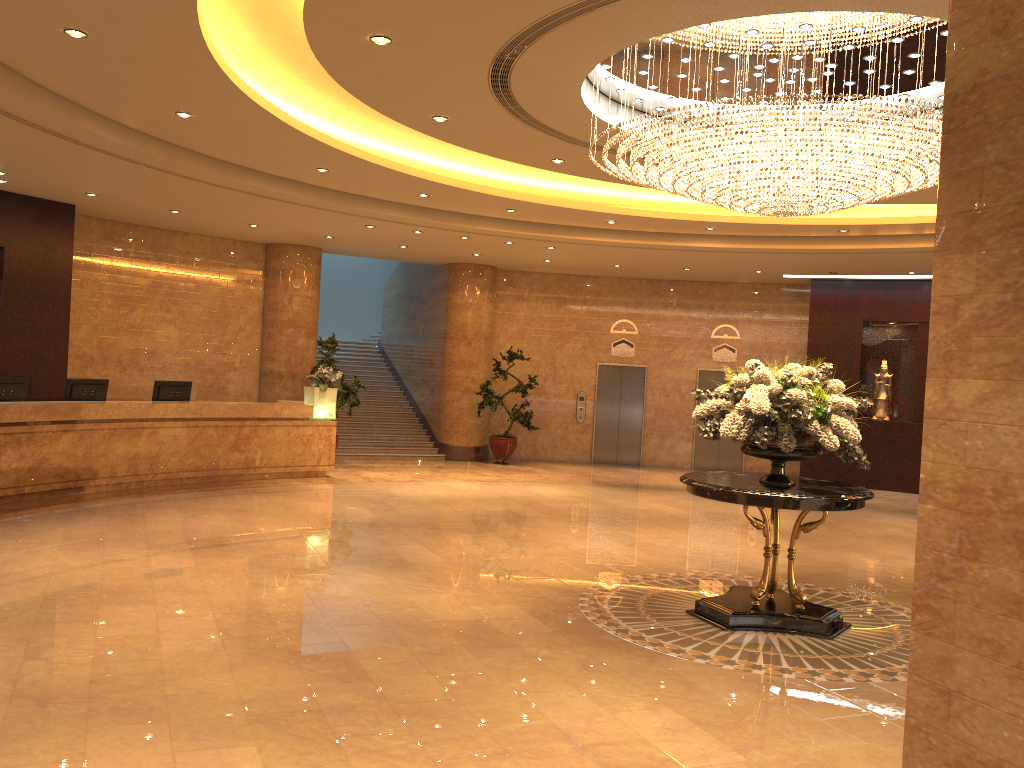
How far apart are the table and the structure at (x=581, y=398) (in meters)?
11.26

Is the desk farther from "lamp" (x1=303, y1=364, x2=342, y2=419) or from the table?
the table

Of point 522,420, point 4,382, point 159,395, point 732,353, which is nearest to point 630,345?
point 732,353

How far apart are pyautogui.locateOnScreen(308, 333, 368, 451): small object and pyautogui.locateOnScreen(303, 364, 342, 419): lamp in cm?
108

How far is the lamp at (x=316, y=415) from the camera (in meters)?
14.04

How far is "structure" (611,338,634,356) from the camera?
18.8 meters

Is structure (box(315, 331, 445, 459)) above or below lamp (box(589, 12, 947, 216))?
below

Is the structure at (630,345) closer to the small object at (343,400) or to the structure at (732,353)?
the structure at (732,353)

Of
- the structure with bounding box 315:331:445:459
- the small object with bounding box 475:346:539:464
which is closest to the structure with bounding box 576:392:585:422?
the small object with bounding box 475:346:539:464

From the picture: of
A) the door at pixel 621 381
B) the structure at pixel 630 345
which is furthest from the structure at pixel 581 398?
the structure at pixel 630 345
